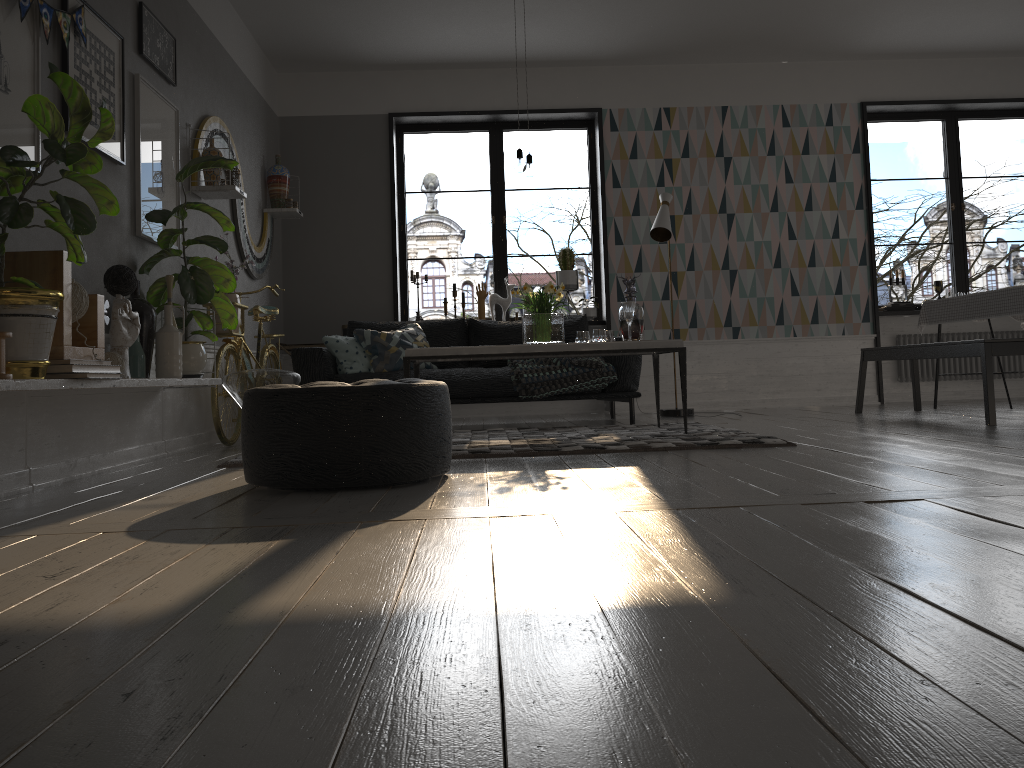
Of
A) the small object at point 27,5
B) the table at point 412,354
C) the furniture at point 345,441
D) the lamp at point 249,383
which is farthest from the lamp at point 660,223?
the small object at point 27,5

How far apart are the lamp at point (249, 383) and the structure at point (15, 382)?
0.3m

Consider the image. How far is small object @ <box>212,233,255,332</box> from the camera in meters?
5.1

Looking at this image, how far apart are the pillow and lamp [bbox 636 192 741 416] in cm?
183

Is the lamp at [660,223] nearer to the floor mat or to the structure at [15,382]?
the floor mat

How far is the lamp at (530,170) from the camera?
4.9m

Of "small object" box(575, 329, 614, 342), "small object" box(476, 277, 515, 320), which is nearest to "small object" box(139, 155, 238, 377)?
"small object" box(575, 329, 614, 342)

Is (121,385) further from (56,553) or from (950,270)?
(950,270)

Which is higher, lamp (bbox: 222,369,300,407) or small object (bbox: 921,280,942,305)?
small object (bbox: 921,280,942,305)

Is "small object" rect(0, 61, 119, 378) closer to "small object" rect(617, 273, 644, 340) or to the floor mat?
the floor mat
